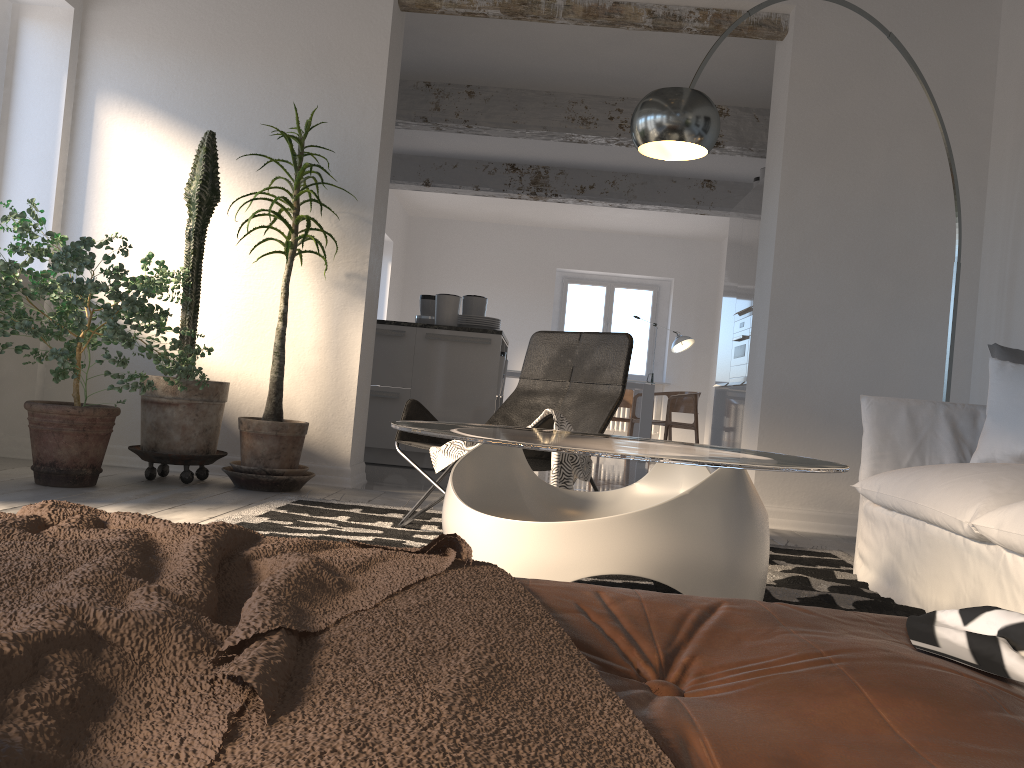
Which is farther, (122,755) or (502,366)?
(502,366)

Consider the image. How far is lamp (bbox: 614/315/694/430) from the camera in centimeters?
1092cm

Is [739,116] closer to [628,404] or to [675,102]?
[675,102]

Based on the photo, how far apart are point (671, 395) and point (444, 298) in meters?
4.1 m

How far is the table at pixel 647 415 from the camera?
9.5 meters

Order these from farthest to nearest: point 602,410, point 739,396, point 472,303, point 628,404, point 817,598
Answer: point 628,404, point 739,396, point 472,303, point 602,410, point 817,598

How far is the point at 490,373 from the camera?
6.1 meters

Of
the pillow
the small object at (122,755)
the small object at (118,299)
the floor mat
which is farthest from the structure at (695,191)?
the small object at (122,755)

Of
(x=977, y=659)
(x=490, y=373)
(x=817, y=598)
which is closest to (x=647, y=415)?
(x=490, y=373)

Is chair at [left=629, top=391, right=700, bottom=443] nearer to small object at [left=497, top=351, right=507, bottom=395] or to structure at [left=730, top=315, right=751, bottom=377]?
structure at [left=730, top=315, right=751, bottom=377]
